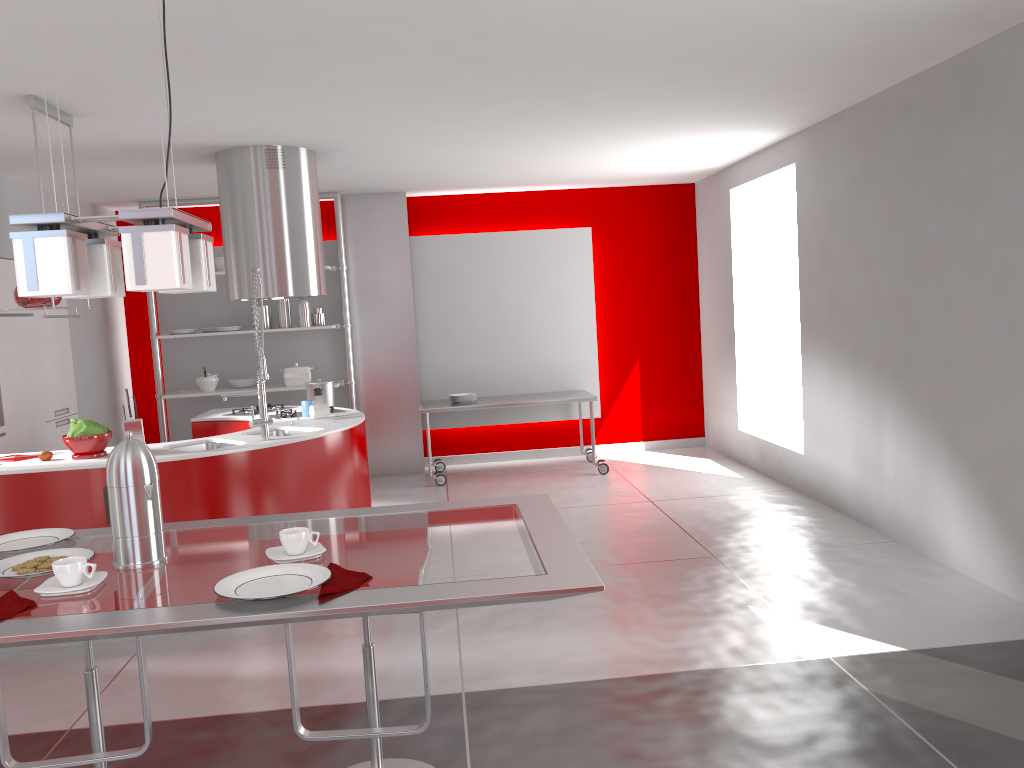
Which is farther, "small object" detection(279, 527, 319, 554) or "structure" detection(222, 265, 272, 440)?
"structure" detection(222, 265, 272, 440)

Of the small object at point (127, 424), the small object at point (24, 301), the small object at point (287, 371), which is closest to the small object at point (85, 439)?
the small object at point (127, 424)

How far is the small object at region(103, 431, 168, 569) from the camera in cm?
185

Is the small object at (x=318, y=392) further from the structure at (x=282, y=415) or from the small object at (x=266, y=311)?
the small object at (x=266, y=311)

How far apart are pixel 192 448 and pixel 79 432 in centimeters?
61cm

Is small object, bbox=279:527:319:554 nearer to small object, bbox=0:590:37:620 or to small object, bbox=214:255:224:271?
small object, bbox=0:590:37:620

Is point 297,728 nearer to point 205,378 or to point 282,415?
point 282,415

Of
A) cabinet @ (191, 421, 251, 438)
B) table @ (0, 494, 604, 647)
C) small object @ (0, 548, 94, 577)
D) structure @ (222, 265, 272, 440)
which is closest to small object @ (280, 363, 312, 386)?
cabinet @ (191, 421, 251, 438)

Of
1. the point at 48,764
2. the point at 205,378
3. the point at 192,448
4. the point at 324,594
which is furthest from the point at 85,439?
the point at 205,378

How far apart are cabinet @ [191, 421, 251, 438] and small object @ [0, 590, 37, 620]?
4.2 meters
